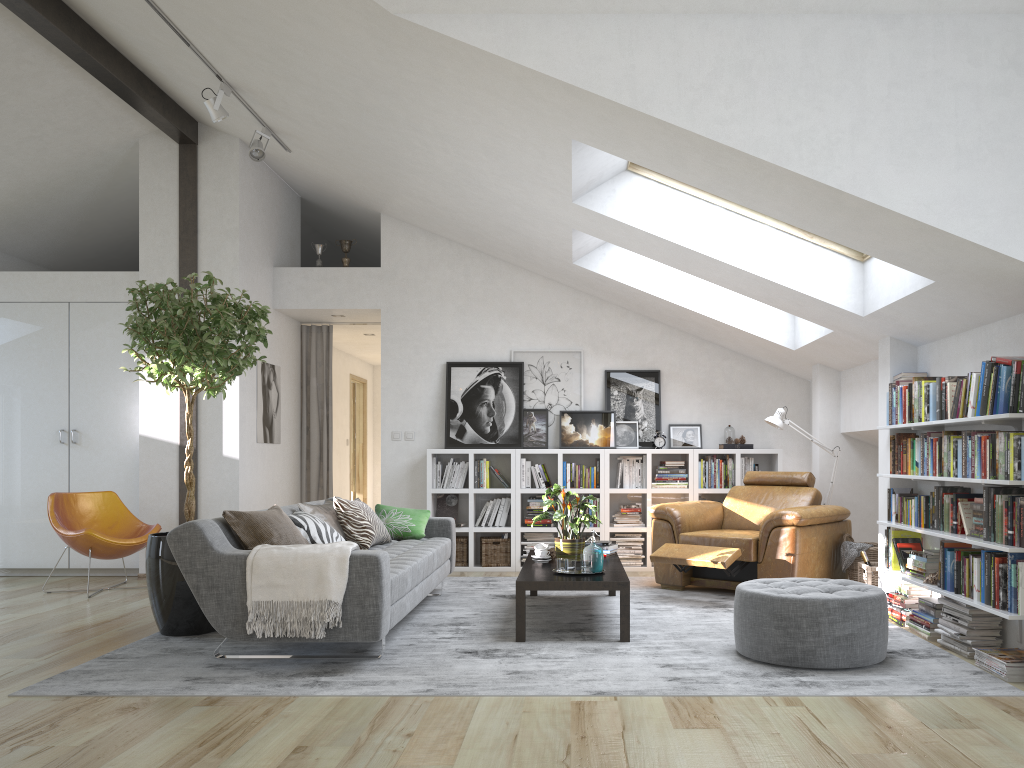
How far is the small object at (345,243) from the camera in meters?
7.9 m

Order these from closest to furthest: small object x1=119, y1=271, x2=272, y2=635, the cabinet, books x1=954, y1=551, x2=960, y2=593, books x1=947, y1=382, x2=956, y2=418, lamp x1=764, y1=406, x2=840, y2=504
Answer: books x1=954, y1=551, x2=960, y2=593
books x1=947, y1=382, x2=956, y2=418
small object x1=119, y1=271, x2=272, y2=635
lamp x1=764, y1=406, x2=840, y2=504
the cabinet

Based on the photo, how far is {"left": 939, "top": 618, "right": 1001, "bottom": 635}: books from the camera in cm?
430

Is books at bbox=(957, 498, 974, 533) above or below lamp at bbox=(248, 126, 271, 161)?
below

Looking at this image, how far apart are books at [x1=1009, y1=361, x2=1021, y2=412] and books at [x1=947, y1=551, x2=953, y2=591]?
0.9 meters

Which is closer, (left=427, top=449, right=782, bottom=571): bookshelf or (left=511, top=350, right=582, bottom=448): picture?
(left=427, top=449, right=782, bottom=571): bookshelf

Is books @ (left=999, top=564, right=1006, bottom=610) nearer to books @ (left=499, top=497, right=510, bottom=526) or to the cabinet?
books @ (left=499, top=497, right=510, bottom=526)

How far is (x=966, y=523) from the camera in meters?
4.4

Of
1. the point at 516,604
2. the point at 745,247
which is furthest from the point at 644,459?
the point at 516,604

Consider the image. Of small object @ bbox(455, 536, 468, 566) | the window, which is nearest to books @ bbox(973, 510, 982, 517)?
the window
